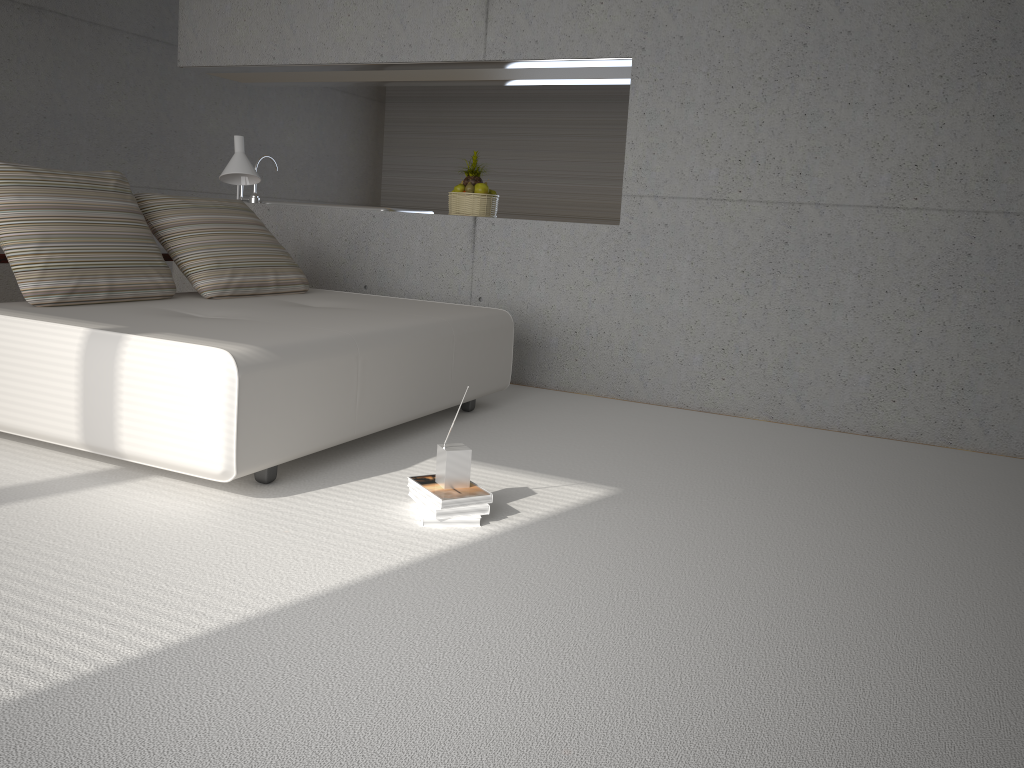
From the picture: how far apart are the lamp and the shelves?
0.82m

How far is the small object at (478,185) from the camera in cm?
573

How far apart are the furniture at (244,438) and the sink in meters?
1.6 m

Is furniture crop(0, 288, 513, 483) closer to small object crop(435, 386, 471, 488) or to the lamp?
small object crop(435, 386, 471, 488)

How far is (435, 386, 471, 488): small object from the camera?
2.9 meters

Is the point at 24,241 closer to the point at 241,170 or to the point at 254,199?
the point at 241,170

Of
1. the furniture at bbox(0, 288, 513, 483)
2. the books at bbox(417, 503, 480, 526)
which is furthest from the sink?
the books at bbox(417, 503, 480, 526)

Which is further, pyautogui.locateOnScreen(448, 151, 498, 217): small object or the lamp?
pyautogui.locateOnScreen(448, 151, 498, 217): small object

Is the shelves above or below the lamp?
below

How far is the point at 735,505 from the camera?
3.31m
